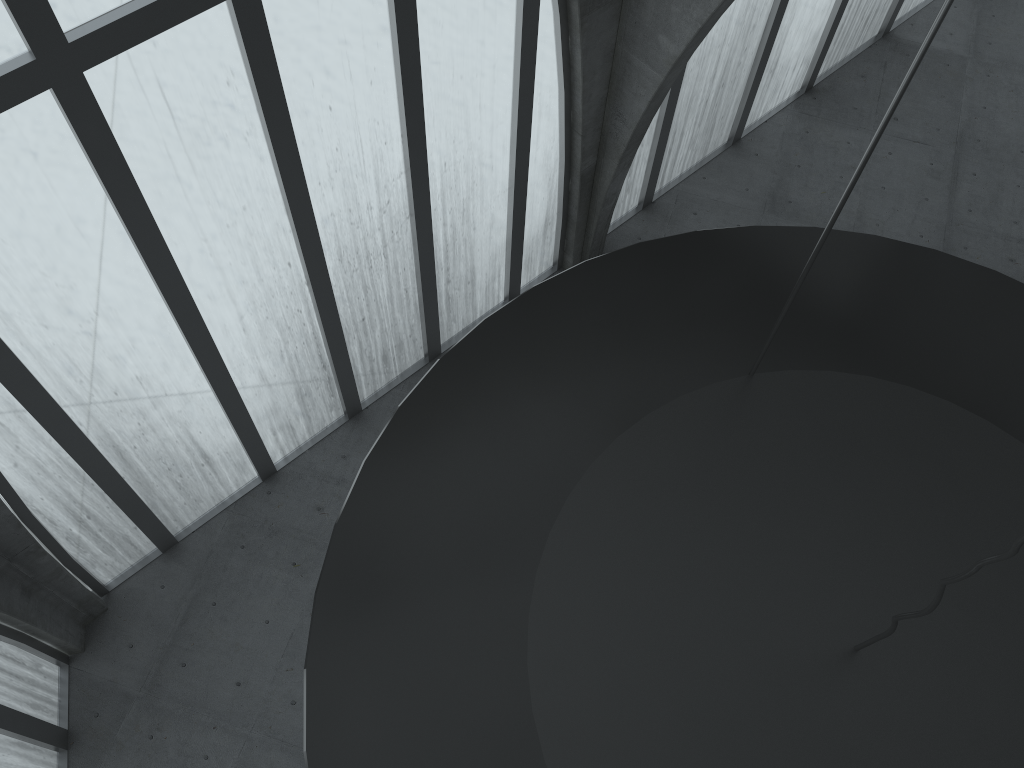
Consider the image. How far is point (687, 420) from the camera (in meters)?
9.20
